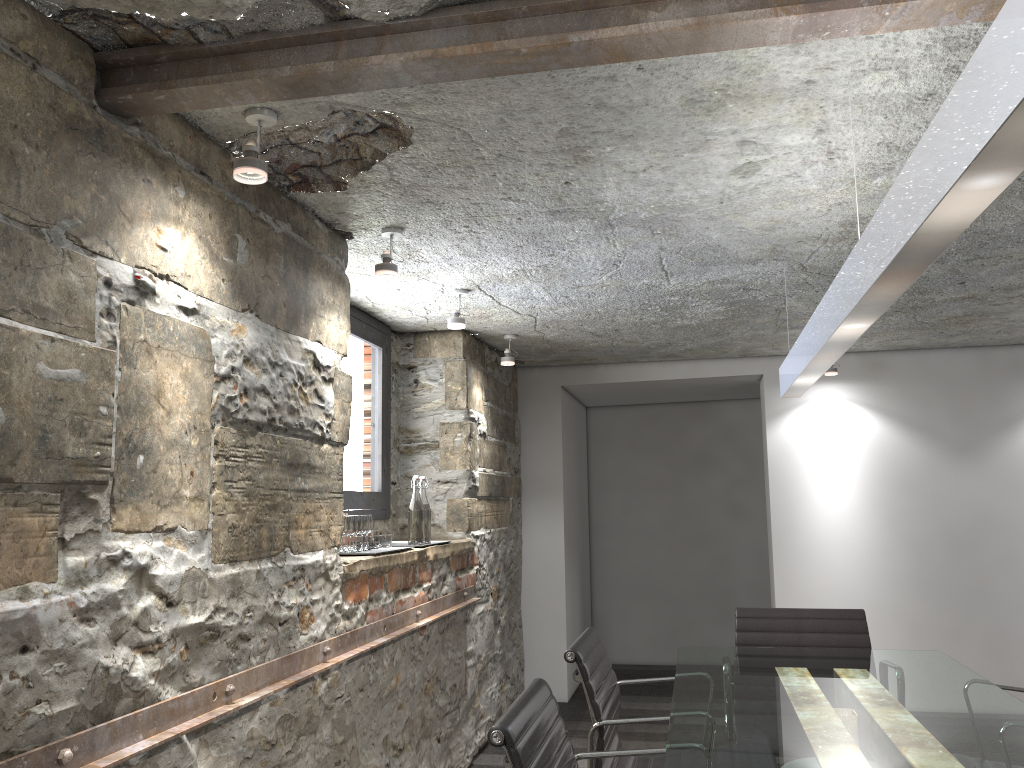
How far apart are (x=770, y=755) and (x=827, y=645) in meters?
1.5 m

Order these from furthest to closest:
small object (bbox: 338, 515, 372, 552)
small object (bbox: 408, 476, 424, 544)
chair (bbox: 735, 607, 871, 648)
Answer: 1. small object (bbox: 408, 476, 424, 544)
2. chair (bbox: 735, 607, 871, 648)
3. small object (bbox: 338, 515, 372, 552)

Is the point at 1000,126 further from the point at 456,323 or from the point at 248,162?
the point at 456,323

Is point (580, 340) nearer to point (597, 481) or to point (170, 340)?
point (597, 481)

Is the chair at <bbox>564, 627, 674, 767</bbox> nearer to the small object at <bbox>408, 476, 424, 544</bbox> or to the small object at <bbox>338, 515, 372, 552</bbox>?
the small object at <bbox>338, 515, 372, 552</bbox>

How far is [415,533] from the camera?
3.8m

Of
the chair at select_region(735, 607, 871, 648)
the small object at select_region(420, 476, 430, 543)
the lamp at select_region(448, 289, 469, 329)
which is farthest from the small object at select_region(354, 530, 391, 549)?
the chair at select_region(735, 607, 871, 648)

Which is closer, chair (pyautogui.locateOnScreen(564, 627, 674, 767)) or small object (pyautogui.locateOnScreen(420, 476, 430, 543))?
chair (pyautogui.locateOnScreen(564, 627, 674, 767))

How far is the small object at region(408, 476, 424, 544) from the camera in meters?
3.8 m

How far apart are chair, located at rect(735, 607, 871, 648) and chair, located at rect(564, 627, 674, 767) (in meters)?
0.67
